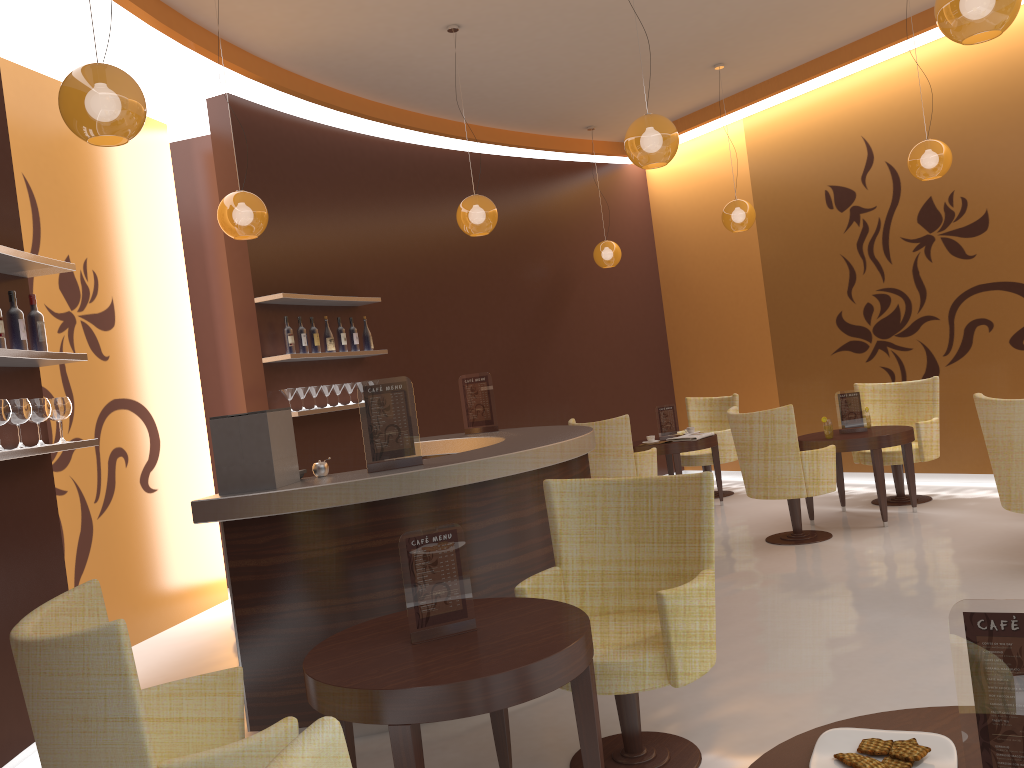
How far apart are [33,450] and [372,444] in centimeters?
144cm

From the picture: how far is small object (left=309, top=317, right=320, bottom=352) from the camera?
6.9 meters

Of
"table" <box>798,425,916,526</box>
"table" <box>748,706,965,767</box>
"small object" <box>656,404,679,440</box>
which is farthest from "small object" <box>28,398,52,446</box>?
"small object" <box>656,404,679,440</box>

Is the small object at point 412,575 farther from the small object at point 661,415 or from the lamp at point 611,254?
the lamp at point 611,254

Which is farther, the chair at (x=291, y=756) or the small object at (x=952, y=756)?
the small object at (x=952, y=756)

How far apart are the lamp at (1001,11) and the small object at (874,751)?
2.84m

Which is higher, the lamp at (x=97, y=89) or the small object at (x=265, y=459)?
the lamp at (x=97, y=89)

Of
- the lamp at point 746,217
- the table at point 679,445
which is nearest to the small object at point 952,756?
the table at point 679,445

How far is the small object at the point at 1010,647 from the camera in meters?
1.3 m

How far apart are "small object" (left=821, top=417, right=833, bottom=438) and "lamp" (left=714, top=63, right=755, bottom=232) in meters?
2.0
